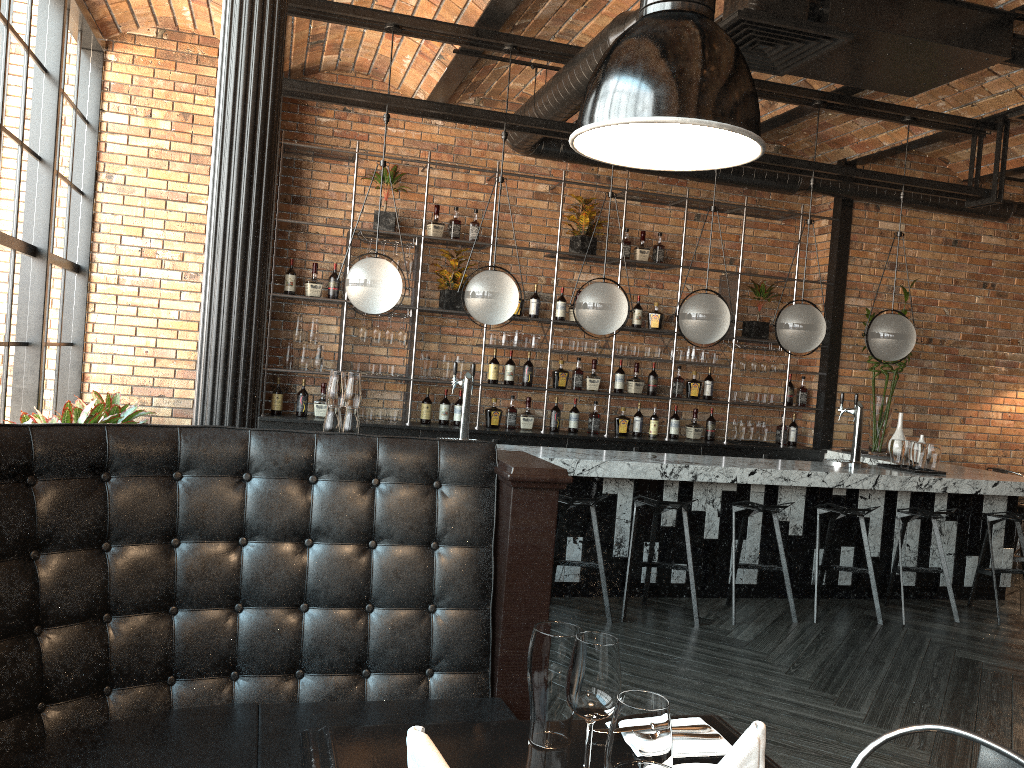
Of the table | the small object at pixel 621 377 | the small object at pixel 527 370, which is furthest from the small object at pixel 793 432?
the table

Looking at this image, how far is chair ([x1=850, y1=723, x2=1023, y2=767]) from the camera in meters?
1.5 m

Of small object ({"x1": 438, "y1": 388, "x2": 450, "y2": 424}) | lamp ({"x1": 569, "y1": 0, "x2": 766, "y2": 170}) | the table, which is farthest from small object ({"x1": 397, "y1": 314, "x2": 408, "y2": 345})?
lamp ({"x1": 569, "y1": 0, "x2": 766, "y2": 170})

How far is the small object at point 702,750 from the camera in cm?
162

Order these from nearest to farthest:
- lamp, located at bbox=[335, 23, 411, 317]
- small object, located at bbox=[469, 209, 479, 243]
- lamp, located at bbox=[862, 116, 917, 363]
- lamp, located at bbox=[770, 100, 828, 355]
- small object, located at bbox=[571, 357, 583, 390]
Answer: lamp, located at bbox=[335, 23, 411, 317]
lamp, located at bbox=[770, 100, 828, 355]
lamp, located at bbox=[862, 116, 917, 363]
small object, located at bbox=[469, 209, 479, 243]
small object, located at bbox=[571, 357, 583, 390]

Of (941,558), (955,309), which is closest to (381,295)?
(941,558)

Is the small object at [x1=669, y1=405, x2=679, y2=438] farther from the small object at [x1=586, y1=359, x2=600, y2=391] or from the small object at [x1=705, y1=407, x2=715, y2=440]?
the small object at [x1=586, y1=359, x2=600, y2=391]

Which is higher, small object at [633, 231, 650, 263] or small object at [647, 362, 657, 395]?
small object at [633, 231, 650, 263]

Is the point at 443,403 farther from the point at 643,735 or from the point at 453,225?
the point at 643,735

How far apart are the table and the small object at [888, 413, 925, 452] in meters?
6.3 m
